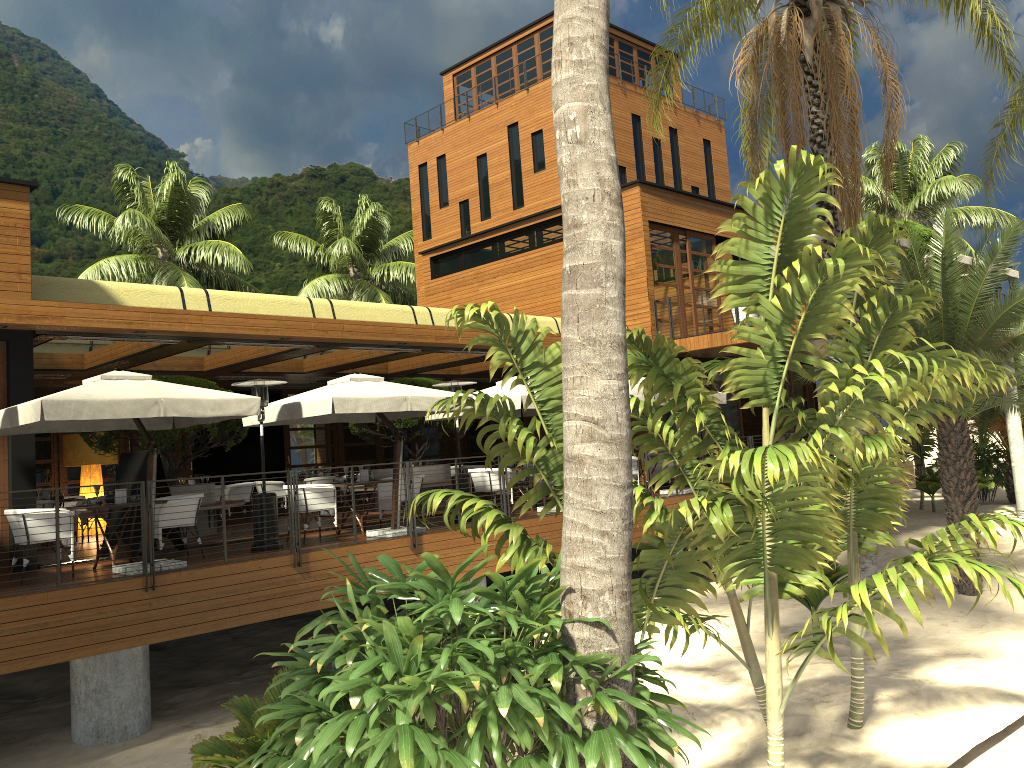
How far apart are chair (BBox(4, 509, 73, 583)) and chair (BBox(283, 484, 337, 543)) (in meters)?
2.94

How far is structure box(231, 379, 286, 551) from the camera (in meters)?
11.17

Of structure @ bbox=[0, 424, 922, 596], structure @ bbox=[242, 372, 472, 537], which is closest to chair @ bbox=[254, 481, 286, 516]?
structure @ bbox=[242, 372, 472, 537]

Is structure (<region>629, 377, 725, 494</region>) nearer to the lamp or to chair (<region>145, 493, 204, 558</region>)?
chair (<region>145, 493, 204, 558</region>)

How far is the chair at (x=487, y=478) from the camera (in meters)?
14.37

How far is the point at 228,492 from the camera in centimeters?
1722cm

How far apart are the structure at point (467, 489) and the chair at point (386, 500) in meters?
0.8 m

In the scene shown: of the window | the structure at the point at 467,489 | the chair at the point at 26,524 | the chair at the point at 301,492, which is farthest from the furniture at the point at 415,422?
the chair at the point at 26,524

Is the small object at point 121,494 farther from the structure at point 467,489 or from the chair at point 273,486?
the chair at point 273,486

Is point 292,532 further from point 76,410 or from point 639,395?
point 639,395
